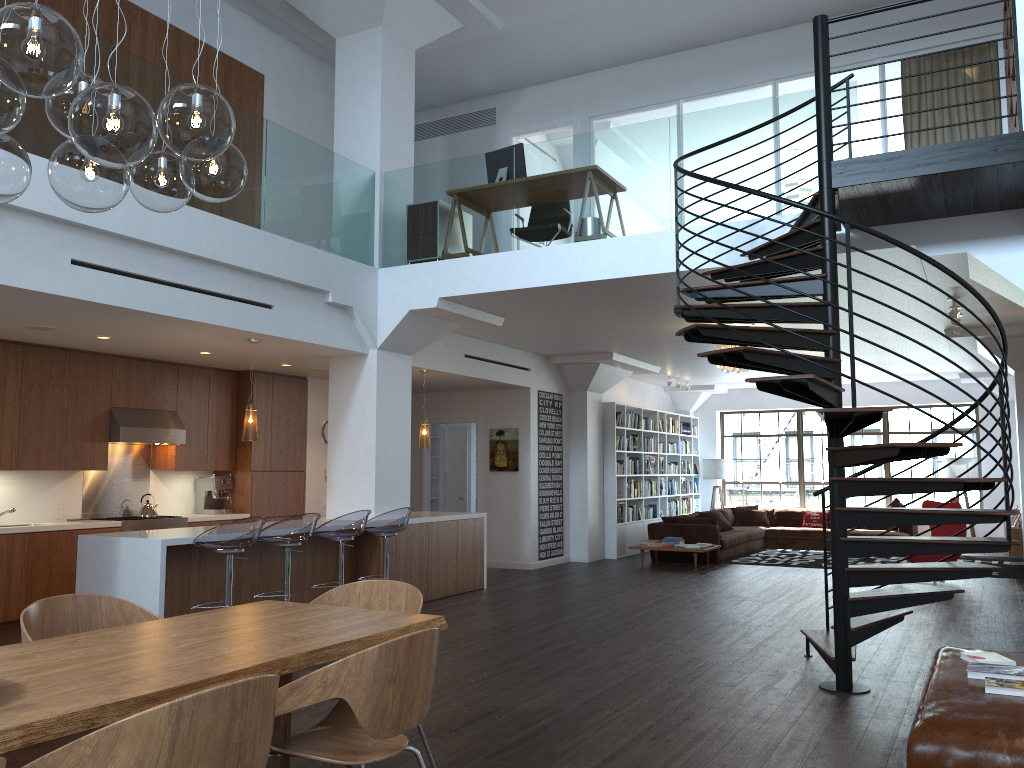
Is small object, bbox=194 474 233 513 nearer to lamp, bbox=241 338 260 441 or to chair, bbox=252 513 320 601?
lamp, bbox=241 338 260 441

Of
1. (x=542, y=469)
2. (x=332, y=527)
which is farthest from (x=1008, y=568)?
(x=332, y=527)

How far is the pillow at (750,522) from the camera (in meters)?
16.04

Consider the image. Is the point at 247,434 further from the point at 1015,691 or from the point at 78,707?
the point at 1015,691

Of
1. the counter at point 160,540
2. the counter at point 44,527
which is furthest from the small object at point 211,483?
the counter at point 160,540

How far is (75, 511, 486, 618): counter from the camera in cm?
625

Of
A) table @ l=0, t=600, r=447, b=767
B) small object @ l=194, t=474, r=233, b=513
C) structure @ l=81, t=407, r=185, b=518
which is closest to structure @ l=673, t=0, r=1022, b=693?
table @ l=0, t=600, r=447, b=767

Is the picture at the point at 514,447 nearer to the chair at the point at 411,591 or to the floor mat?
the floor mat

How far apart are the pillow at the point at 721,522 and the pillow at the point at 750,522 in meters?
1.3 m

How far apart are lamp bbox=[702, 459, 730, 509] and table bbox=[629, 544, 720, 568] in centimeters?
523cm
